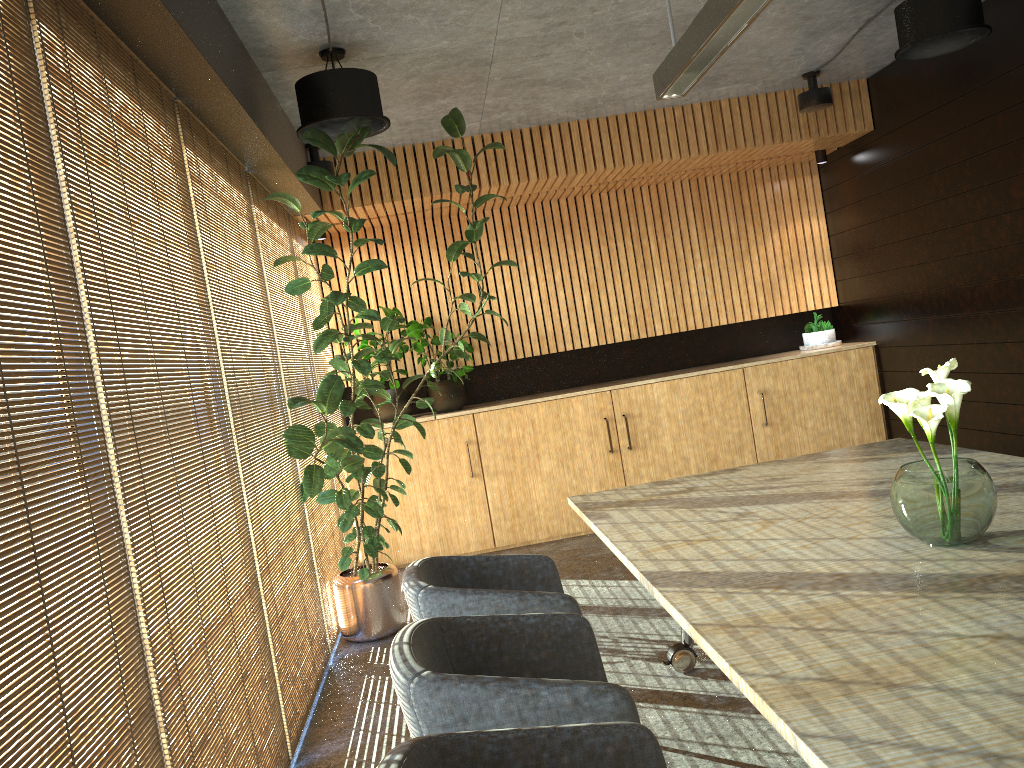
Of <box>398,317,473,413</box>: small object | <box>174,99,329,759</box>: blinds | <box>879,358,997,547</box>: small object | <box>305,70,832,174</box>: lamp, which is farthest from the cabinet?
<box>879,358,997,547</box>: small object

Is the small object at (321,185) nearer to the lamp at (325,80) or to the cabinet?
the lamp at (325,80)

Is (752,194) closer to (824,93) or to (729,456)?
(824,93)

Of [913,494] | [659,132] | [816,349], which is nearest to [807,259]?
[816,349]

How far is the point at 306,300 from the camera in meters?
7.1 m

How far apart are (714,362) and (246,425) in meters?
5.6 m

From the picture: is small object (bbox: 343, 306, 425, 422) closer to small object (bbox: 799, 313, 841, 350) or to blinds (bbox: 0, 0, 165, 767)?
small object (bbox: 799, 313, 841, 350)

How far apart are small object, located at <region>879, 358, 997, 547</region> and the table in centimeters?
2cm

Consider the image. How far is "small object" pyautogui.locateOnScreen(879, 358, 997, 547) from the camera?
2.6m

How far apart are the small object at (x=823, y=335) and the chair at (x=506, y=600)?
5.4 meters
